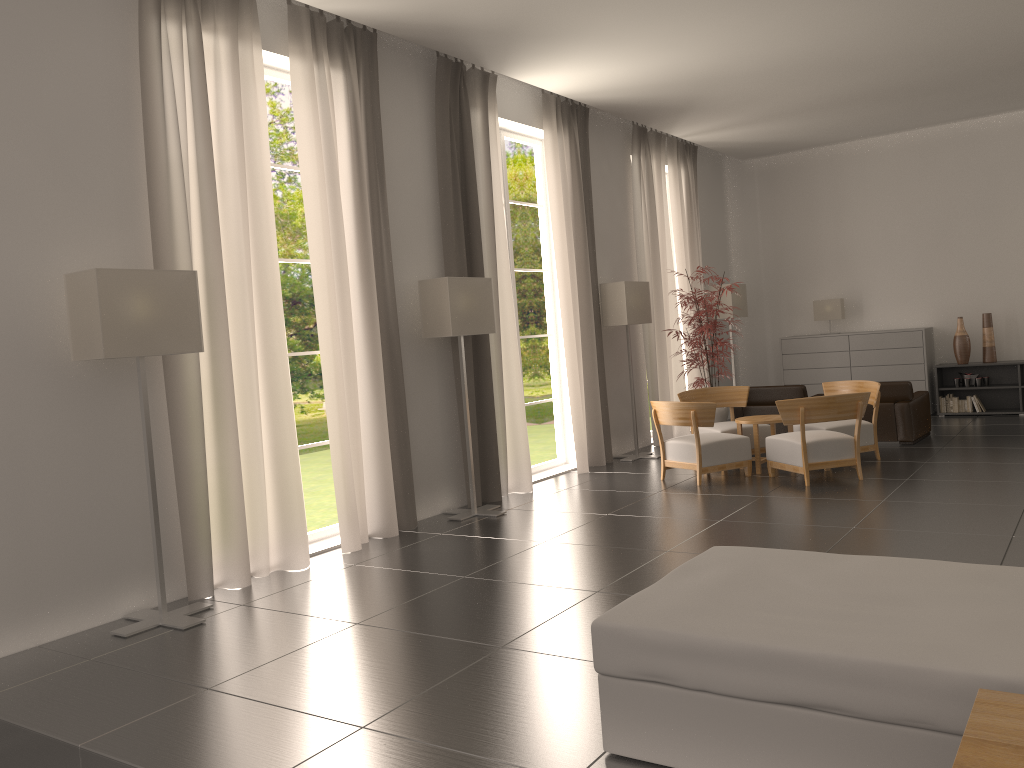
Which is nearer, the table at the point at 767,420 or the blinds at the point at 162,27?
the blinds at the point at 162,27

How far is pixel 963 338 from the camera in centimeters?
1836cm

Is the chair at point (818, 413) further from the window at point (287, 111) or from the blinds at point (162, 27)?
the window at point (287, 111)

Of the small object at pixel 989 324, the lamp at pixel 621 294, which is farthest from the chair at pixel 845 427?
the small object at pixel 989 324

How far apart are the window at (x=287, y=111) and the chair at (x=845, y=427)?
30.3m

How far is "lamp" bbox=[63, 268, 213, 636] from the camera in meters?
7.5

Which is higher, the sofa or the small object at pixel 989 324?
the small object at pixel 989 324

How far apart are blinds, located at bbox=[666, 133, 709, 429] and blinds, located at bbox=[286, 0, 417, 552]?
9.04m

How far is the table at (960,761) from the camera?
2.9m

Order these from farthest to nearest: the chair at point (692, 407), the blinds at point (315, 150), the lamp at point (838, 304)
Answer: the lamp at point (838, 304) < the chair at point (692, 407) < the blinds at point (315, 150)
